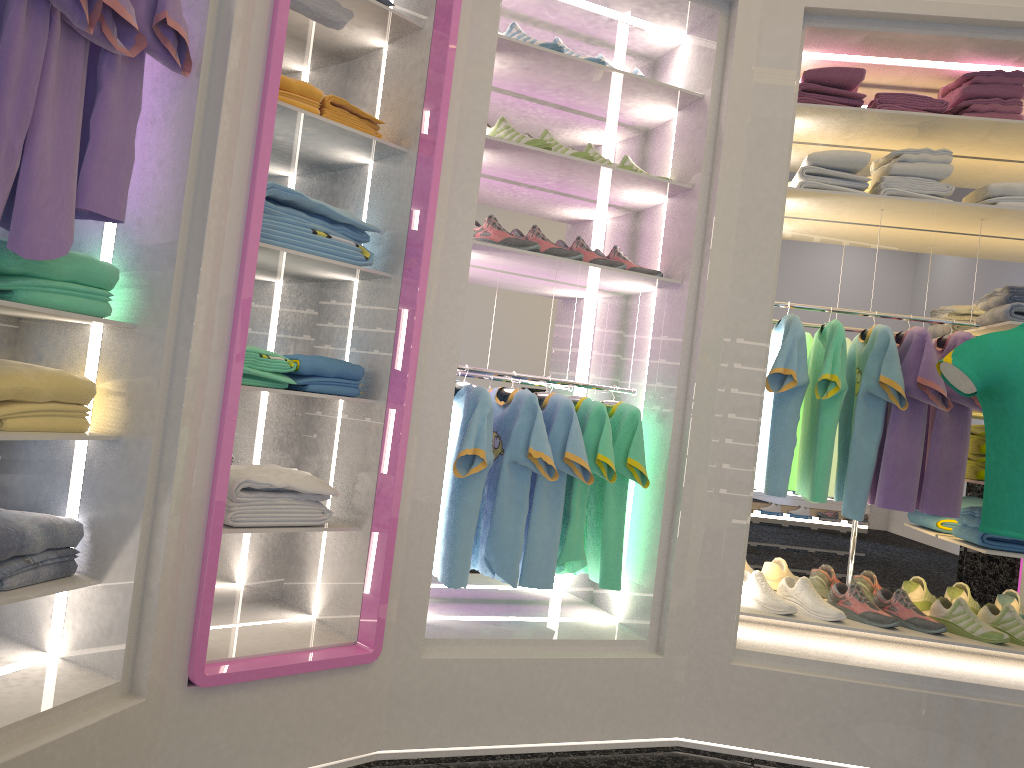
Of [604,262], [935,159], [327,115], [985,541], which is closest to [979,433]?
[985,541]

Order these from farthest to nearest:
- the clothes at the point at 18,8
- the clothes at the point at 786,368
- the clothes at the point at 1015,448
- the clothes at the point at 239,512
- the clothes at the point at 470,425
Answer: the clothes at the point at 786,368
the clothes at the point at 470,425
the clothes at the point at 1015,448
the clothes at the point at 239,512
the clothes at the point at 18,8

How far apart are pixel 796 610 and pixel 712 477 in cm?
59

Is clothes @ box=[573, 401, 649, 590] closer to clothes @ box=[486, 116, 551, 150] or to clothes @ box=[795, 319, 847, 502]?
clothes @ box=[795, 319, 847, 502]

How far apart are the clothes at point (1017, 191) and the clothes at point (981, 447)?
0.88m

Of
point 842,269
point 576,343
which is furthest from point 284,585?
point 842,269

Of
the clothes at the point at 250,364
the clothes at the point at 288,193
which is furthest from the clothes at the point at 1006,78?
the clothes at the point at 250,364

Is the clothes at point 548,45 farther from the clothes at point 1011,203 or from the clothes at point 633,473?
the clothes at point 1011,203

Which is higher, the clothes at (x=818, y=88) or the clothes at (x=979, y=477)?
the clothes at (x=818, y=88)

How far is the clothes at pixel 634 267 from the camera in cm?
316
